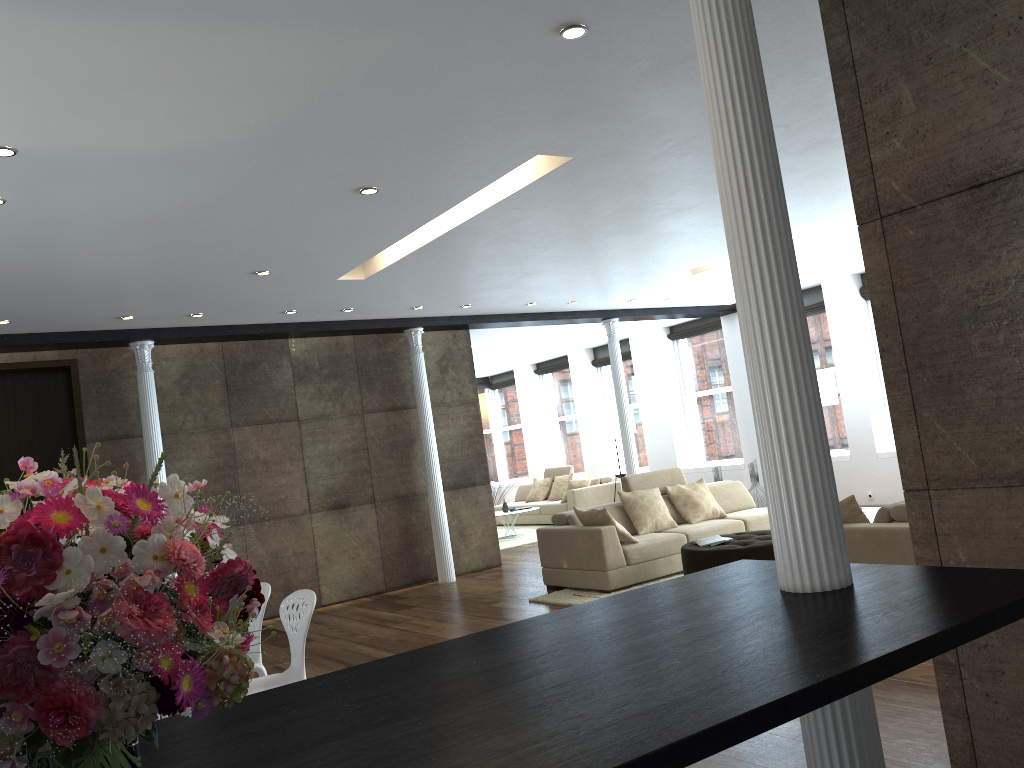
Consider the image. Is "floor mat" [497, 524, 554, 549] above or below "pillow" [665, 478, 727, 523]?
below

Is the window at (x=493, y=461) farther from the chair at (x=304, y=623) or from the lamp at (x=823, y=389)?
Answer: the chair at (x=304, y=623)

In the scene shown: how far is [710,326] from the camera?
13.8m

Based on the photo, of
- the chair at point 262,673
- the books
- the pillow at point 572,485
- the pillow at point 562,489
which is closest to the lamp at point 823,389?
the books

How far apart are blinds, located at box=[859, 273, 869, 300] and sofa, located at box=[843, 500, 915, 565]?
6.5m

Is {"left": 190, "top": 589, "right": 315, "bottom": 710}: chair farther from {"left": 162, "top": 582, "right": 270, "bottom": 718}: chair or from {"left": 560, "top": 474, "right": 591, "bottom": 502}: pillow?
{"left": 560, "top": 474, "right": 591, "bottom": 502}: pillow

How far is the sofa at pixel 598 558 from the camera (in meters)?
7.76

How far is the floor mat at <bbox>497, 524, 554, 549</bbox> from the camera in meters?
12.9 m

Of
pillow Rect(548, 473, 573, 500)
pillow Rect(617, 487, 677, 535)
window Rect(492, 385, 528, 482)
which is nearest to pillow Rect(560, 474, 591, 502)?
pillow Rect(548, 473, 573, 500)

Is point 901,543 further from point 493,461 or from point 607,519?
point 493,461
